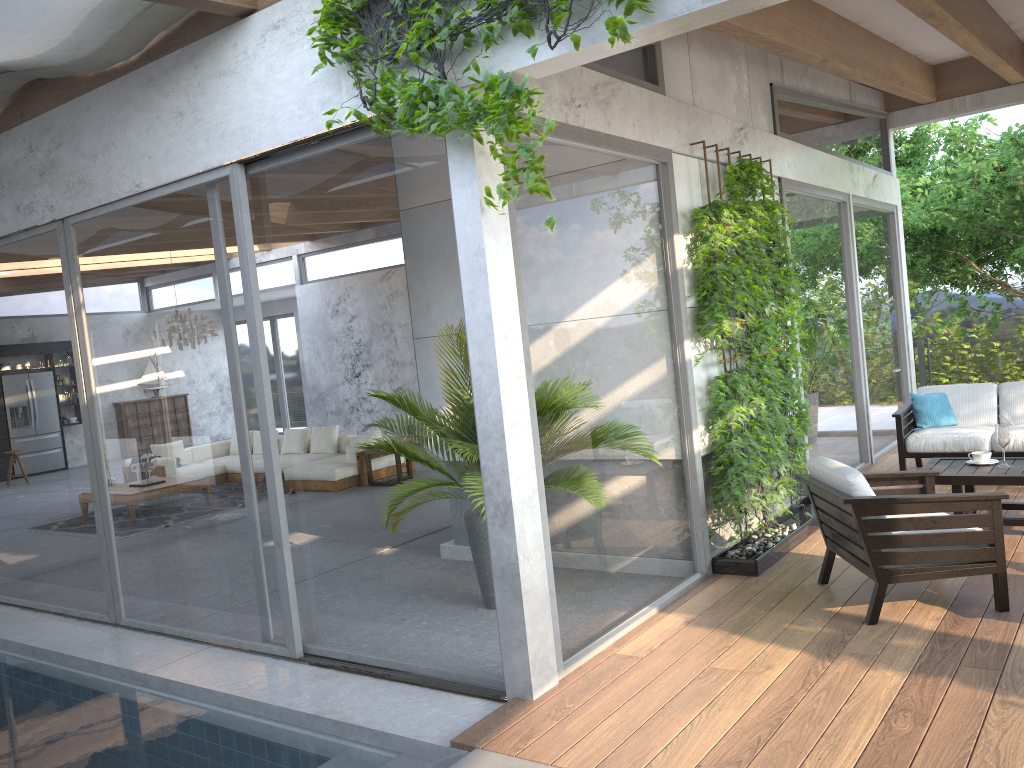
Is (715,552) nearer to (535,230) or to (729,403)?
(729,403)

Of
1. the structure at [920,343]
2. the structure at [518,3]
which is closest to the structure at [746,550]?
the structure at [518,3]

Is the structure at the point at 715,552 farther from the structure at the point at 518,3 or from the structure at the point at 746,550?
the structure at the point at 518,3

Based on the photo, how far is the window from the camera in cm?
427

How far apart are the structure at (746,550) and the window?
0.2 meters

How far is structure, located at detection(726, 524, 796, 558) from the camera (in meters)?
5.66

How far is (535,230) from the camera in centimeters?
427cm

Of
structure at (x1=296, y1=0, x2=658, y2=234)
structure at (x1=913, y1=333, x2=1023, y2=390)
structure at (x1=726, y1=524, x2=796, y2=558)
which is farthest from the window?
structure at (x1=913, y1=333, x2=1023, y2=390)

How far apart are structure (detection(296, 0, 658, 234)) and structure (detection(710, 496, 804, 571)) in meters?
3.1

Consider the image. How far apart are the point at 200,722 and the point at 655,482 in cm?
271
